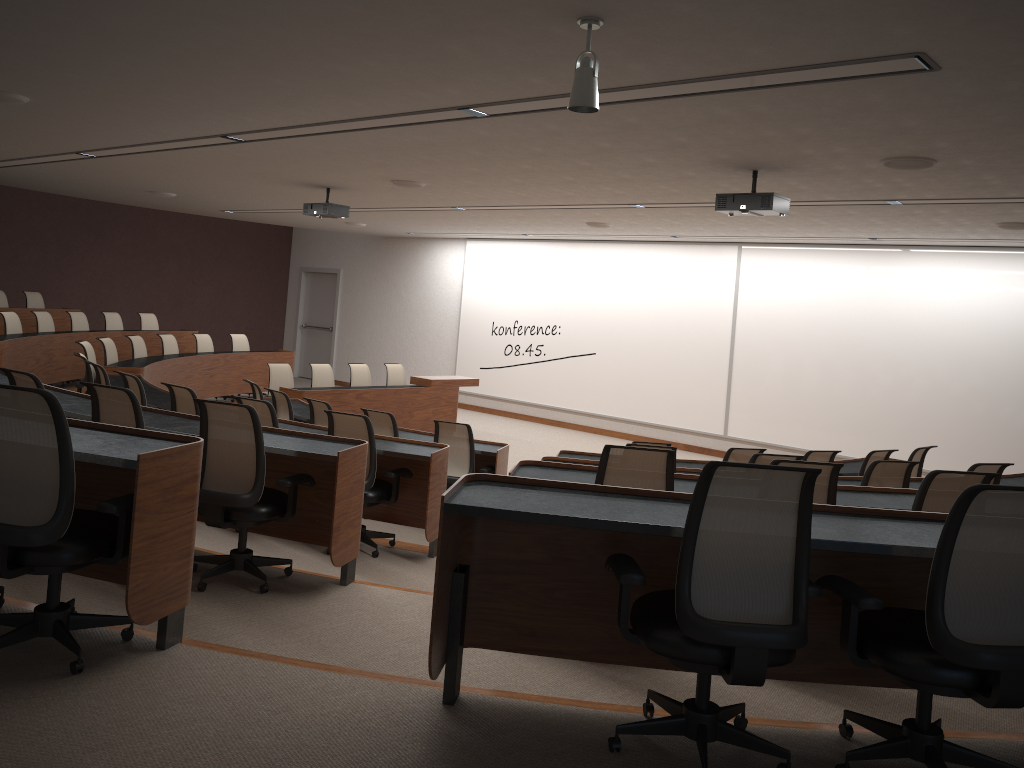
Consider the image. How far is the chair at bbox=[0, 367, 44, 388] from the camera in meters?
4.8 m

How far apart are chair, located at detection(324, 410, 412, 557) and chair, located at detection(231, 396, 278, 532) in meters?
0.5

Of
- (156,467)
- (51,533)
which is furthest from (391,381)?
(51,533)

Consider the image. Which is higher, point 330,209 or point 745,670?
point 330,209

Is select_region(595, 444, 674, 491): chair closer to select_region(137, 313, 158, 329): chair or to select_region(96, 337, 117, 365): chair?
select_region(96, 337, 117, 365): chair

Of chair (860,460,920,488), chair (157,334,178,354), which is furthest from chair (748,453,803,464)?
chair (157,334,178,354)

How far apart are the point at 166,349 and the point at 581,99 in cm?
990

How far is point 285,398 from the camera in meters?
8.4

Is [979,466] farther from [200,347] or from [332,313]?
[332,313]

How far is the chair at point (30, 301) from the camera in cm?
1326
